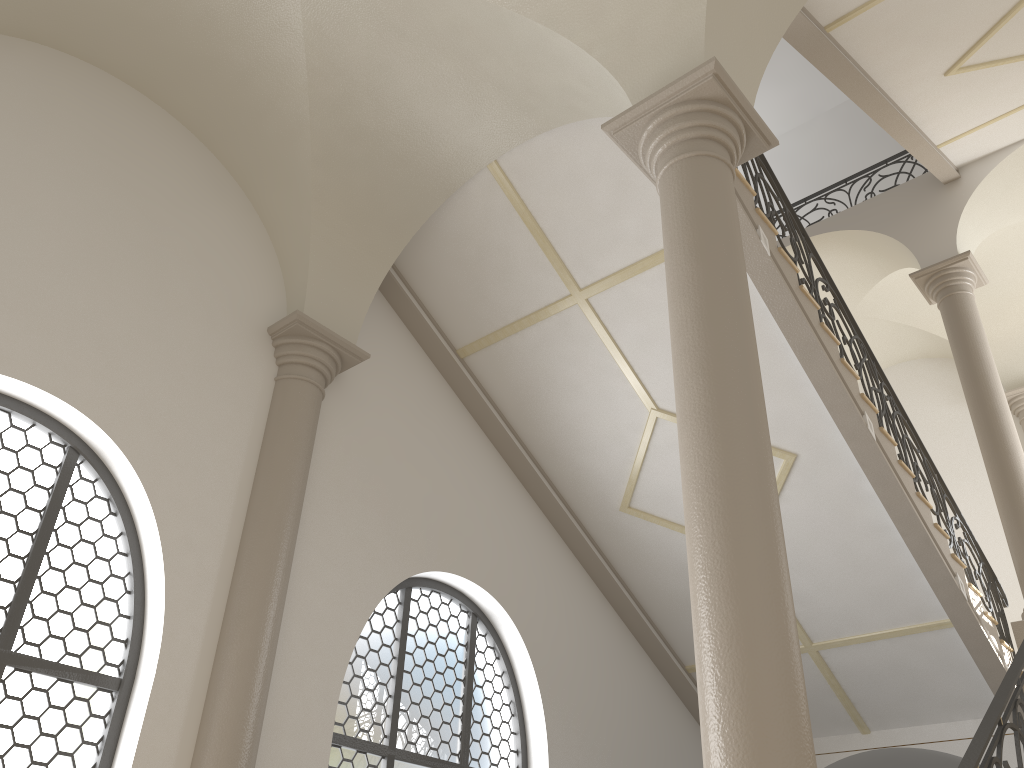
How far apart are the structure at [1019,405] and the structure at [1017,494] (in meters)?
3.02

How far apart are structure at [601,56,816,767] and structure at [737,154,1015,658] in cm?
213

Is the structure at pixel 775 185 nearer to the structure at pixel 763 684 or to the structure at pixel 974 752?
the structure at pixel 763 684

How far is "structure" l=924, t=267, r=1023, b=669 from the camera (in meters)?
8.73

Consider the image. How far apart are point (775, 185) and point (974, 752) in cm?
479

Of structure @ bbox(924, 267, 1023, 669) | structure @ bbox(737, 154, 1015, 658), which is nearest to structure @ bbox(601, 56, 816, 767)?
structure @ bbox(737, 154, 1015, 658)

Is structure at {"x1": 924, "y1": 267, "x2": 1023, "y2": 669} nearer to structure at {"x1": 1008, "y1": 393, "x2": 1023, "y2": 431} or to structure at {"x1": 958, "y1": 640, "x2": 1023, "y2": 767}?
structure at {"x1": 1008, "y1": 393, "x2": 1023, "y2": 431}

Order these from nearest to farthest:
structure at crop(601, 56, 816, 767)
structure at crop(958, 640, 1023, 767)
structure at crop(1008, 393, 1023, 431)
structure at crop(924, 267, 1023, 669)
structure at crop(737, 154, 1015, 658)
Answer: structure at crop(601, 56, 816, 767)
structure at crop(958, 640, 1023, 767)
structure at crop(737, 154, 1015, 658)
structure at crop(924, 267, 1023, 669)
structure at crop(1008, 393, 1023, 431)

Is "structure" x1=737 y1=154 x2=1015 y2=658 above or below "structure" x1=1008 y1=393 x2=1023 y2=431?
below

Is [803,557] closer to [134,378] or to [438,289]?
[438,289]
